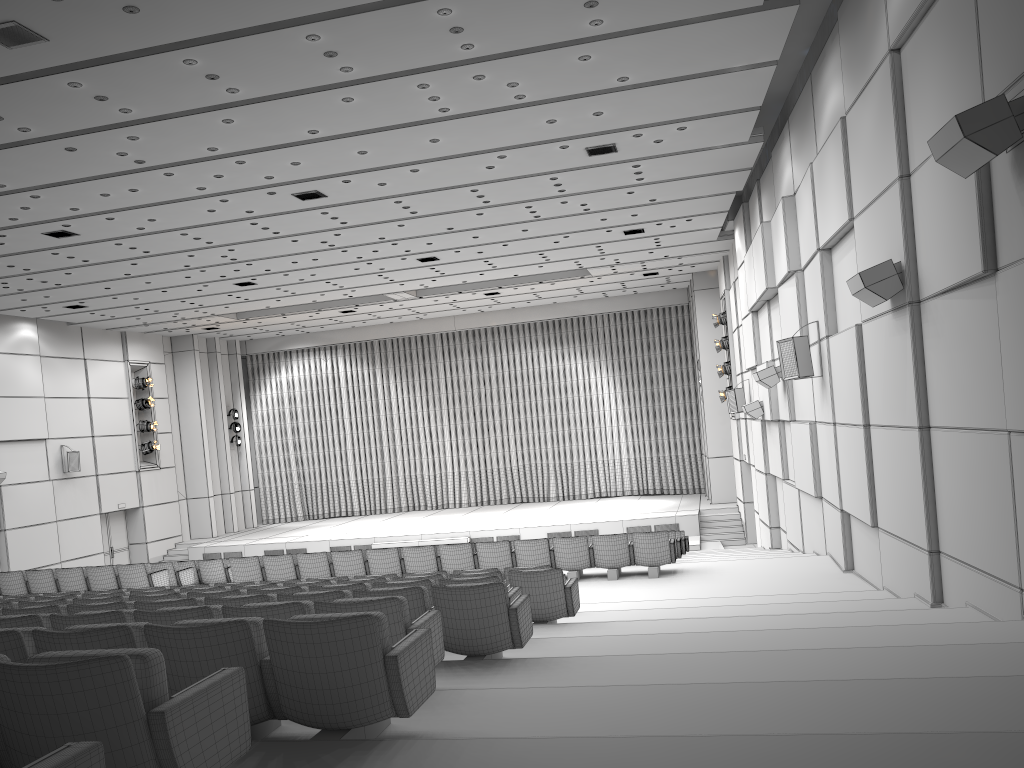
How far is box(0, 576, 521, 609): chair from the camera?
Result: 6.83m

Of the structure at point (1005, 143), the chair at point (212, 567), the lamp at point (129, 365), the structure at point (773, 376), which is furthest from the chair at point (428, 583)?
the lamp at point (129, 365)

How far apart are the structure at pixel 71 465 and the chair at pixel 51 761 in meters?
24.1 m

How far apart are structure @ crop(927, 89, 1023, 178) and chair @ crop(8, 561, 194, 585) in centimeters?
1295cm

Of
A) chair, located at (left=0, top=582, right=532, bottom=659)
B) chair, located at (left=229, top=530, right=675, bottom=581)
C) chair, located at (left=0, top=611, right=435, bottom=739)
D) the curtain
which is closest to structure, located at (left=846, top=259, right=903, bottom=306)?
chair, located at (left=0, top=582, right=532, bottom=659)

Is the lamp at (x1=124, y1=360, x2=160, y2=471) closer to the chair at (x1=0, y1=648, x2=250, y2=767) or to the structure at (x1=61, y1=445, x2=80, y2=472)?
the structure at (x1=61, y1=445, x2=80, y2=472)

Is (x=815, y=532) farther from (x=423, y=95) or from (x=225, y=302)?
(x=225, y=302)

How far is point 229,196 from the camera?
13.5m

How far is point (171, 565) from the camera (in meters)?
14.59

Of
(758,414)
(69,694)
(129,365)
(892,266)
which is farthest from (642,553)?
(129,365)
